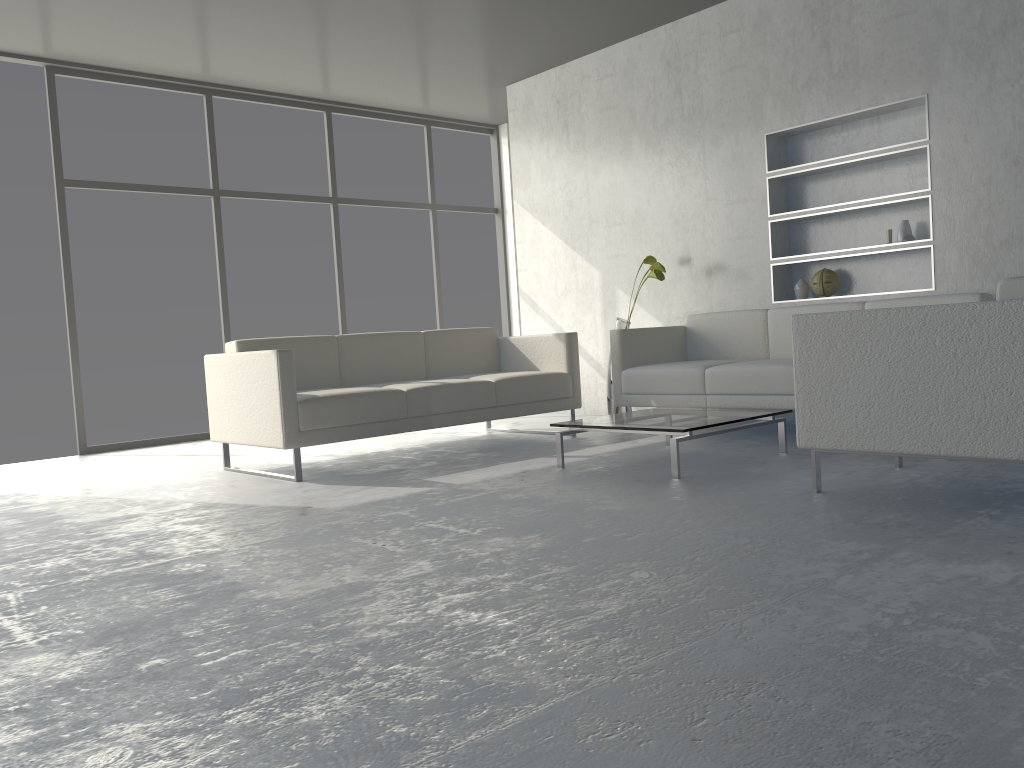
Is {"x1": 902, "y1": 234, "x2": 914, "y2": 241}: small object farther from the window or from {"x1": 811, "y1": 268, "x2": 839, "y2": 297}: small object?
the window

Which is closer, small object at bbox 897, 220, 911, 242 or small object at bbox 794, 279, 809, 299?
small object at bbox 897, 220, 911, 242

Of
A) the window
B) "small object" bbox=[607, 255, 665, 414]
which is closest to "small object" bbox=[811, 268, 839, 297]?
"small object" bbox=[607, 255, 665, 414]

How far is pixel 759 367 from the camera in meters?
4.3 m

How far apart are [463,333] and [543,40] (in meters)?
2.06

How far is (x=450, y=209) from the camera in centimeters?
769cm

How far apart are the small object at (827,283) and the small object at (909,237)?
0.5 meters

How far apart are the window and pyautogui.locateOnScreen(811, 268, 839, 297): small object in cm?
346

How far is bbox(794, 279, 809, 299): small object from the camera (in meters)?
5.14

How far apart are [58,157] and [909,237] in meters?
5.1 m
